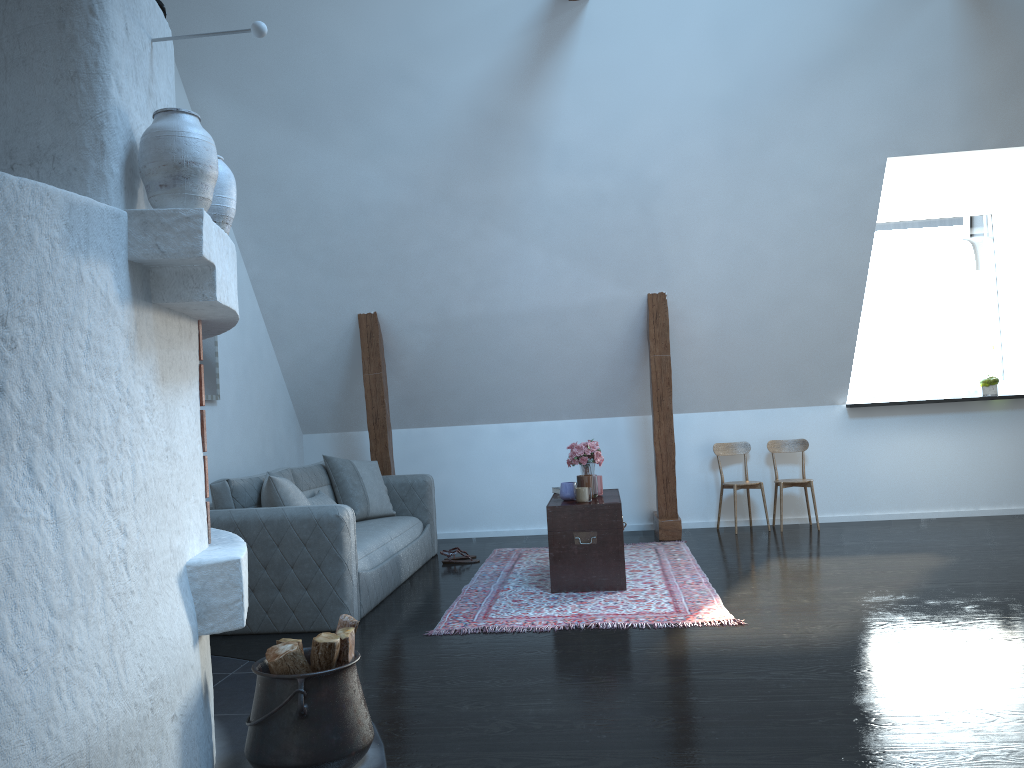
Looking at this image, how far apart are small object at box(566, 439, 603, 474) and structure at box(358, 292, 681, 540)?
1.1 meters

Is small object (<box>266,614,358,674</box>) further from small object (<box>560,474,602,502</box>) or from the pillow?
small object (<box>560,474,602,502</box>)

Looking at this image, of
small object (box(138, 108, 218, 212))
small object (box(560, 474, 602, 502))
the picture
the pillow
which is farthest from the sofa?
small object (box(138, 108, 218, 212))

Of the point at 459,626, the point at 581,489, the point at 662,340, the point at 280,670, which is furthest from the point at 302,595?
the point at 662,340

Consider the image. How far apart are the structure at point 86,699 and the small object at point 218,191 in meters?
0.1

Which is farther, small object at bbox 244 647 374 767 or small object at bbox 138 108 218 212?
small object at bbox 244 647 374 767

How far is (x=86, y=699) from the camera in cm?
181

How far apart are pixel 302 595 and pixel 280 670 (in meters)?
1.82

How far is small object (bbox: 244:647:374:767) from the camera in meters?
2.5 m

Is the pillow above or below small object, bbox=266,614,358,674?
above
